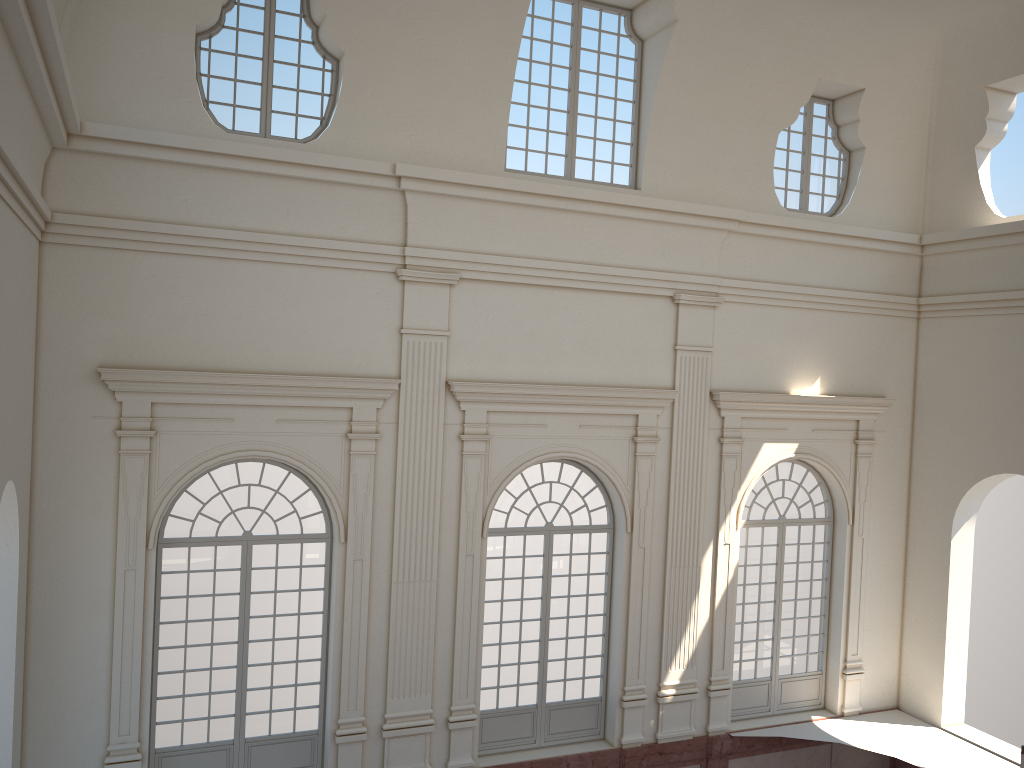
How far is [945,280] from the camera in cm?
1477
